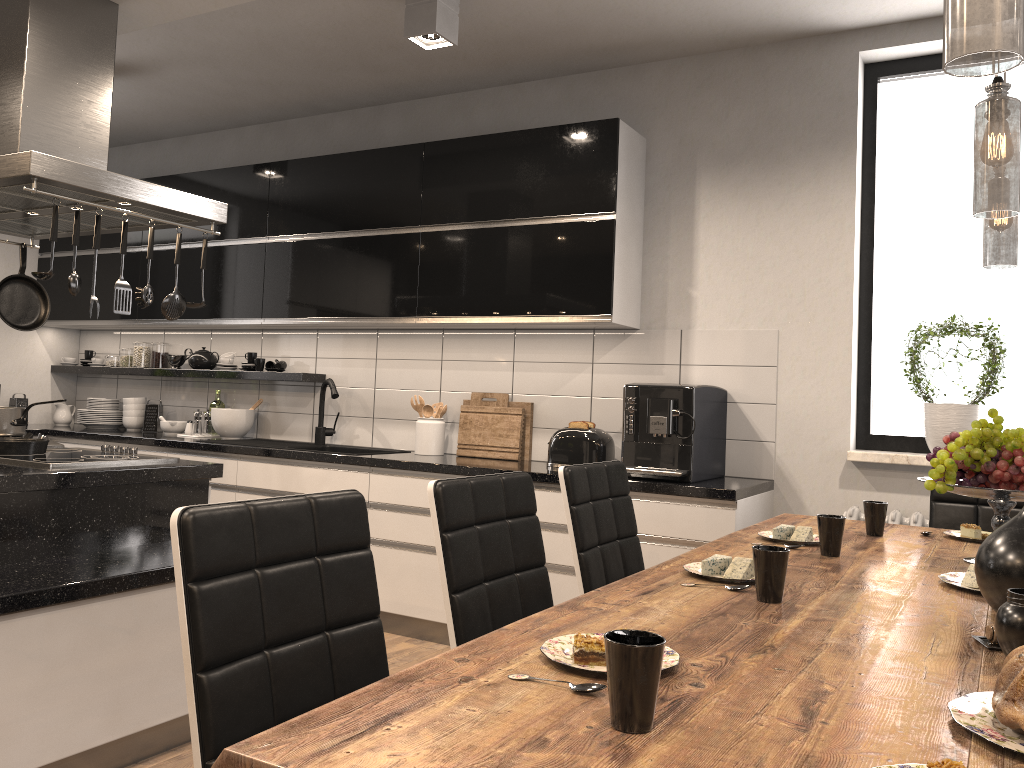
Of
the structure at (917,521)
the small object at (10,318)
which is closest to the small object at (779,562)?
the structure at (917,521)

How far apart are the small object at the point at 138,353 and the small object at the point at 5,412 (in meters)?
2.27

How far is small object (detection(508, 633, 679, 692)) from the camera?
1.1m

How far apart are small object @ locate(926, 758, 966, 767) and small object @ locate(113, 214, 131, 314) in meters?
2.8

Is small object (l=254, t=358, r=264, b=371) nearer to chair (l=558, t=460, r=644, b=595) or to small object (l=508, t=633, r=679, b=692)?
chair (l=558, t=460, r=644, b=595)

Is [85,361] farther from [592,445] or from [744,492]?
[744,492]

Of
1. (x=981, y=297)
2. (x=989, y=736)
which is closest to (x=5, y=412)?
(x=989, y=736)

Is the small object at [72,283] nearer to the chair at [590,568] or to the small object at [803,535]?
the chair at [590,568]

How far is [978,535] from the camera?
2.5 meters

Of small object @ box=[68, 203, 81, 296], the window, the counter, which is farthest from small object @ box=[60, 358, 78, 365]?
the window
